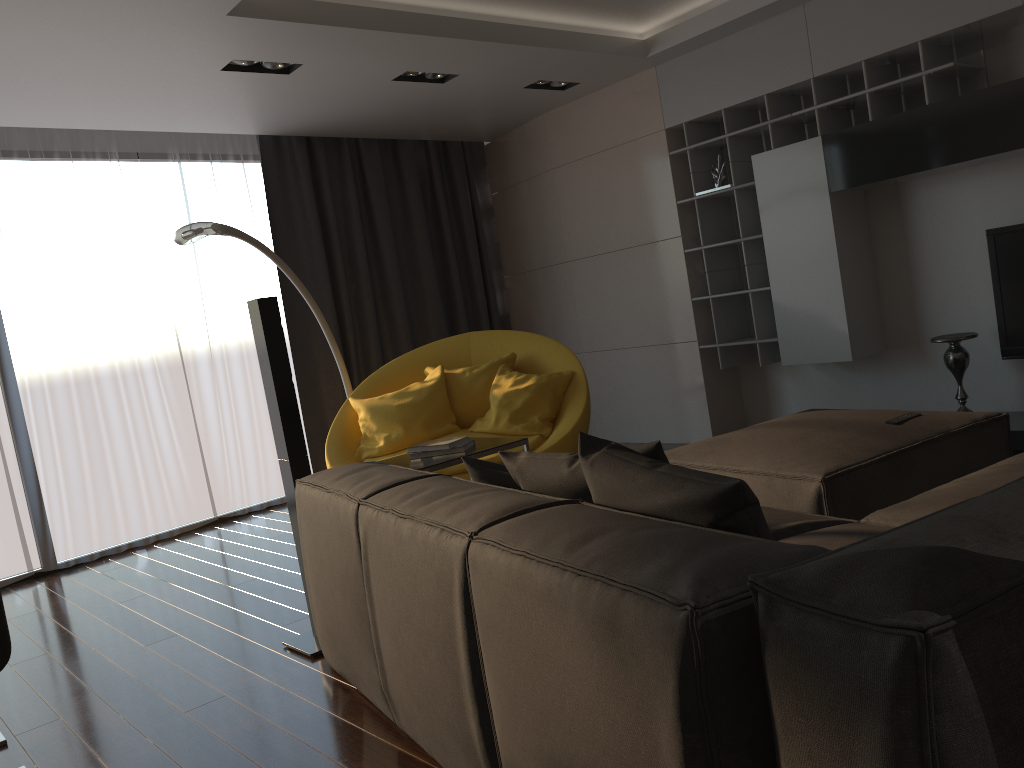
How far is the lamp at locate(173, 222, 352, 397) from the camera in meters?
4.4

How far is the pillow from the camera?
1.5 meters

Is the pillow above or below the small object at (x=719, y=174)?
below

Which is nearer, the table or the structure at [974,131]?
the table

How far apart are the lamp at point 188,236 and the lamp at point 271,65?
0.87m

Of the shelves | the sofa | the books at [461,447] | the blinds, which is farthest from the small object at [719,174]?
the sofa

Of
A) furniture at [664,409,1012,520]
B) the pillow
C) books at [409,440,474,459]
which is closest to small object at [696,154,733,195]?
furniture at [664,409,1012,520]

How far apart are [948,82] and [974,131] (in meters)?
0.44

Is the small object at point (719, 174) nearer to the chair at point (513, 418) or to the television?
the chair at point (513, 418)

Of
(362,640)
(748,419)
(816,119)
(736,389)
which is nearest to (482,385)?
(736,389)
